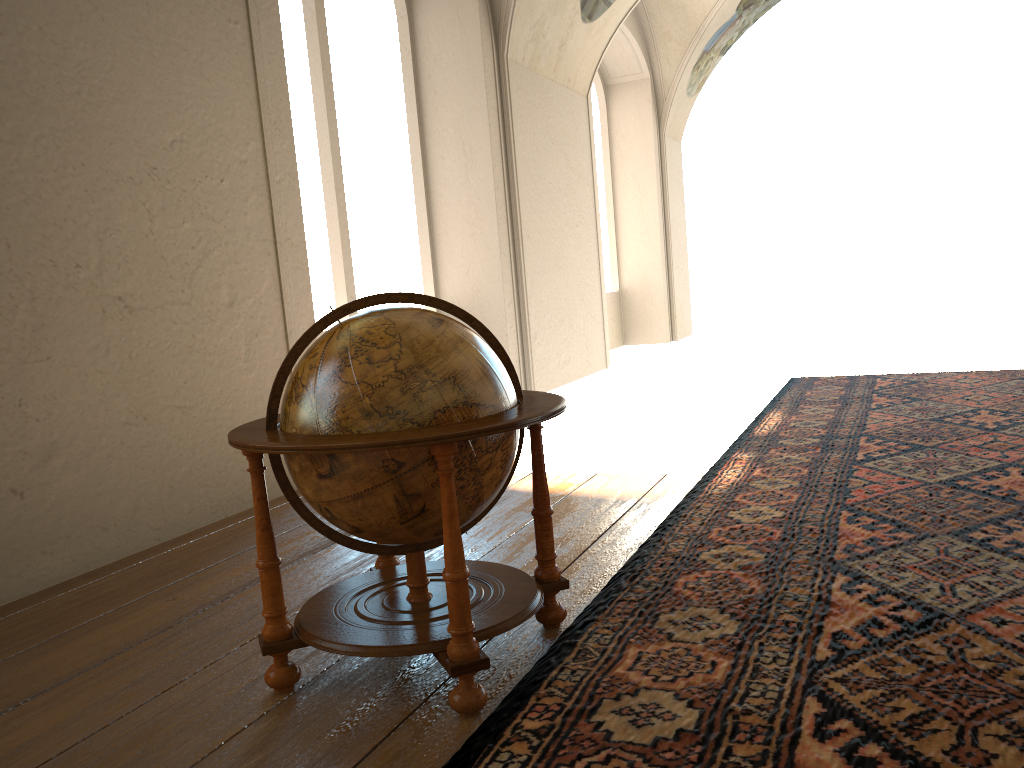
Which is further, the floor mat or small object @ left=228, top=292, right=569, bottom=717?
small object @ left=228, top=292, right=569, bottom=717

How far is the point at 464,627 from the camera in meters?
2.9

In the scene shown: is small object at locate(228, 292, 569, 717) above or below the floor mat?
above

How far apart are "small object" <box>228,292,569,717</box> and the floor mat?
0.1m

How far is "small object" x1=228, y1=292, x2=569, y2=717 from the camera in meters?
2.9

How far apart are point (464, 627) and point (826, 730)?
1.2 meters

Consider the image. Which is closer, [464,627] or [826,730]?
[826,730]

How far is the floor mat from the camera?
2.6m

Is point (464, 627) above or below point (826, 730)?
above
